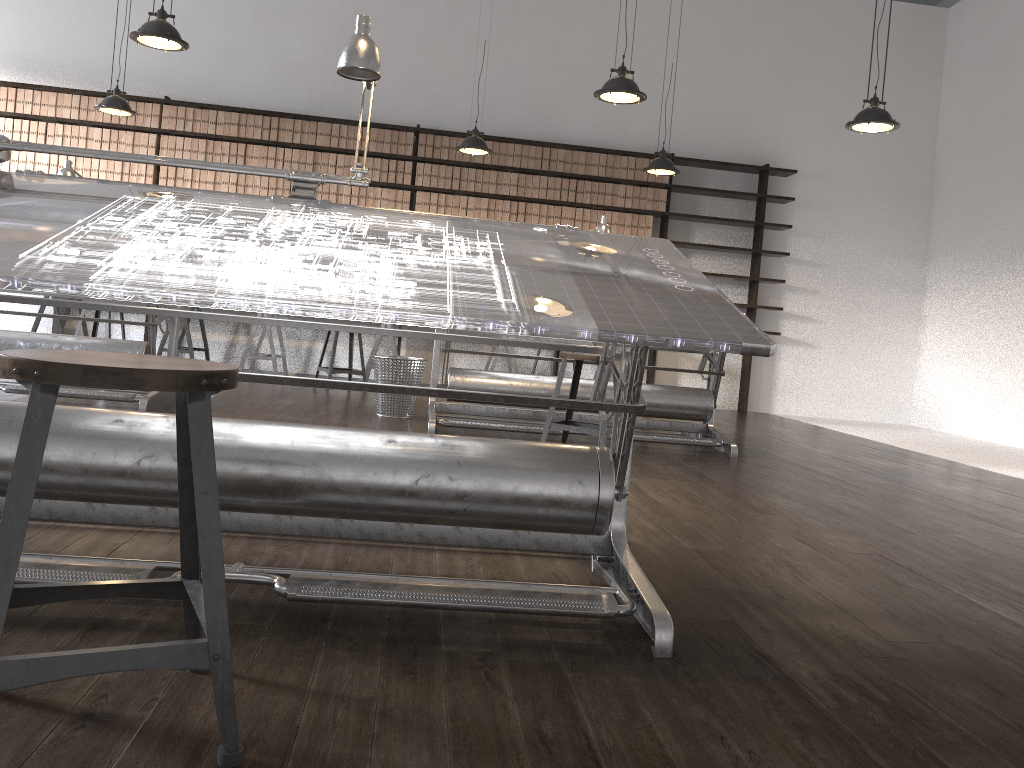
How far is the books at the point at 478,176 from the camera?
8.35m

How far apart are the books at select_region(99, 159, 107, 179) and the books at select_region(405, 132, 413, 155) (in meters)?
2.74

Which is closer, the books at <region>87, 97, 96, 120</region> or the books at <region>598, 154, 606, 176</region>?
the books at <region>87, 97, 96, 120</region>

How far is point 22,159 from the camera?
7.9m

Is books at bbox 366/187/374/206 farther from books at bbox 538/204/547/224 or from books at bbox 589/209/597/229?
books at bbox 589/209/597/229

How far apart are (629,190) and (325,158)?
2.9m

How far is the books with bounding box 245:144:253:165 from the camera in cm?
813

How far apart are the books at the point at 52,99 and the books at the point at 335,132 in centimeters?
249cm

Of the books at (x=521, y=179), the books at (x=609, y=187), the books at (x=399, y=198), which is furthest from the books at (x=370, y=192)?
the books at (x=609, y=187)

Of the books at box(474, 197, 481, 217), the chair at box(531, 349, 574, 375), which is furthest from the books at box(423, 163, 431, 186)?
the chair at box(531, 349, 574, 375)
